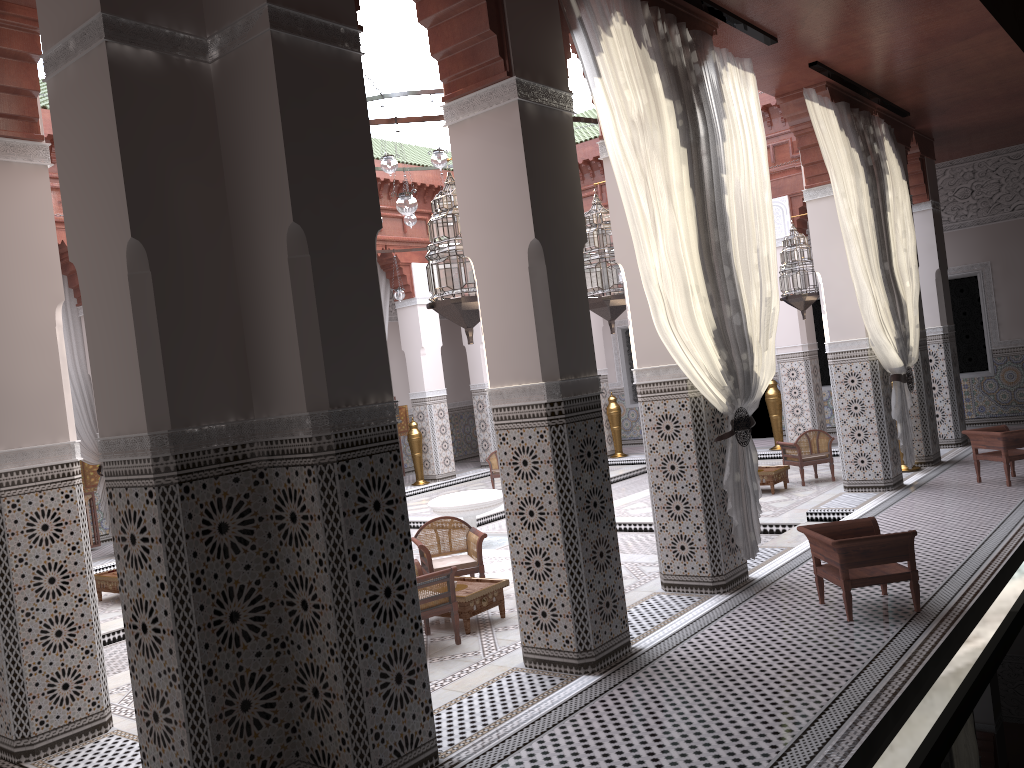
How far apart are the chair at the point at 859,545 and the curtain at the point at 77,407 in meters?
4.3

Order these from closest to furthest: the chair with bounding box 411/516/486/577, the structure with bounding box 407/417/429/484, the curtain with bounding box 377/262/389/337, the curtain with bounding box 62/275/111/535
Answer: the chair with bounding box 411/516/486/577 → the curtain with bounding box 62/275/111/535 → the structure with bounding box 407/417/429/484 → the curtain with bounding box 377/262/389/337

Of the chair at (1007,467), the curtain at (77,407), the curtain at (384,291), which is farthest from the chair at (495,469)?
the chair at (1007,467)

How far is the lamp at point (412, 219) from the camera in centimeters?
536cm

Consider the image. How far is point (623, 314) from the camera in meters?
8.2

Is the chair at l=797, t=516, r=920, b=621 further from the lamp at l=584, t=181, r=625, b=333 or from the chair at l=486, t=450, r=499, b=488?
the chair at l=486, t=450, r=499, b=488

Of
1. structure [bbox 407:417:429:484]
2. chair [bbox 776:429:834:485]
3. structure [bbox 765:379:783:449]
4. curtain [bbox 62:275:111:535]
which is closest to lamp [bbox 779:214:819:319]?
chair [bbox 776:429:834:485]

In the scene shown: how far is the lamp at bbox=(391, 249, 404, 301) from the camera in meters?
6.1

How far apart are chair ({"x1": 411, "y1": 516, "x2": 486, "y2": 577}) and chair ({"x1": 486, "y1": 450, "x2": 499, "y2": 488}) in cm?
294

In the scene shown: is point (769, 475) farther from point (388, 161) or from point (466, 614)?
point (388, 161)
